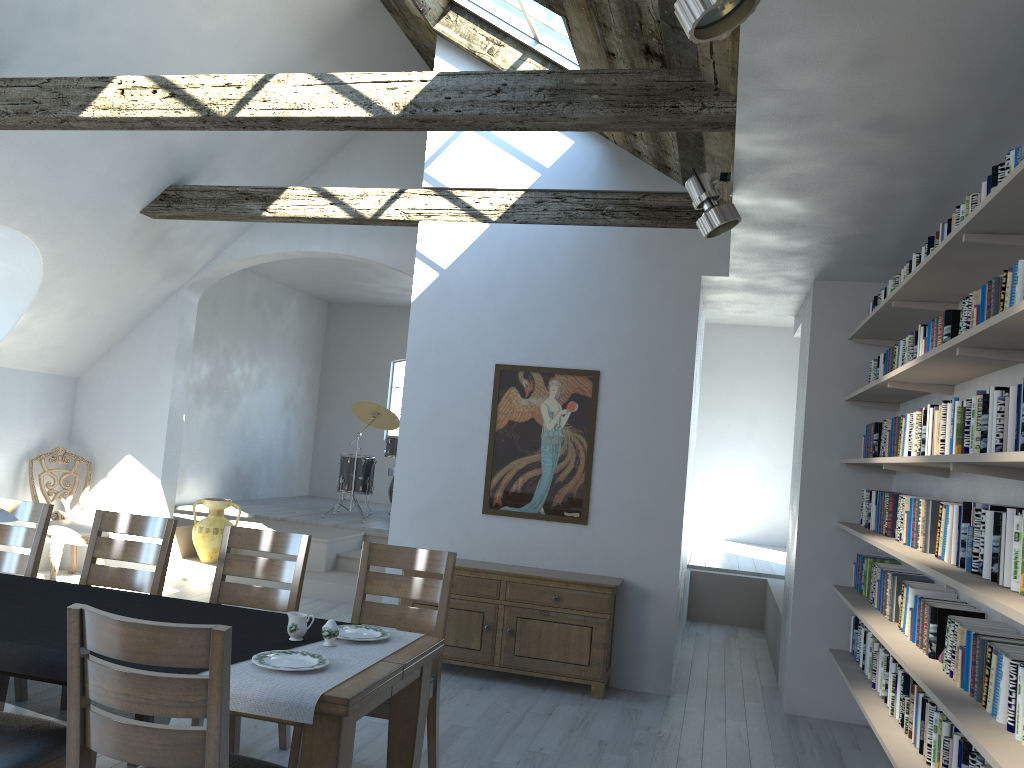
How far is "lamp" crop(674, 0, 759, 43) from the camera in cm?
214

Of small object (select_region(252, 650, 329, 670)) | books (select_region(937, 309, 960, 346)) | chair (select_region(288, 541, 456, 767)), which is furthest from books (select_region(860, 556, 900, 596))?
small object (select_region(252, 650, 329, 670))

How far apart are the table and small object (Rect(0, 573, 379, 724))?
0.33m

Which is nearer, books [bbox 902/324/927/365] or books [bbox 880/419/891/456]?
books [bbox 902/324/927/365]

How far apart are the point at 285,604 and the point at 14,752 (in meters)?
1.68

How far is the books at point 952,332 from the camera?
3.62m

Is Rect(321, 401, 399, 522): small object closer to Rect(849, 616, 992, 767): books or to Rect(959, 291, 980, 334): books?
Rect(849, 616, 992, 767): books

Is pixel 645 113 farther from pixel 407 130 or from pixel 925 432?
pixel 925 432

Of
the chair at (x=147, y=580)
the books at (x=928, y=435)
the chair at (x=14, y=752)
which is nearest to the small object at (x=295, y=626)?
the chair at (x=14, y=752)

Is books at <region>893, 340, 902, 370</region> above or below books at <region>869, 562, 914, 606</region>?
above
